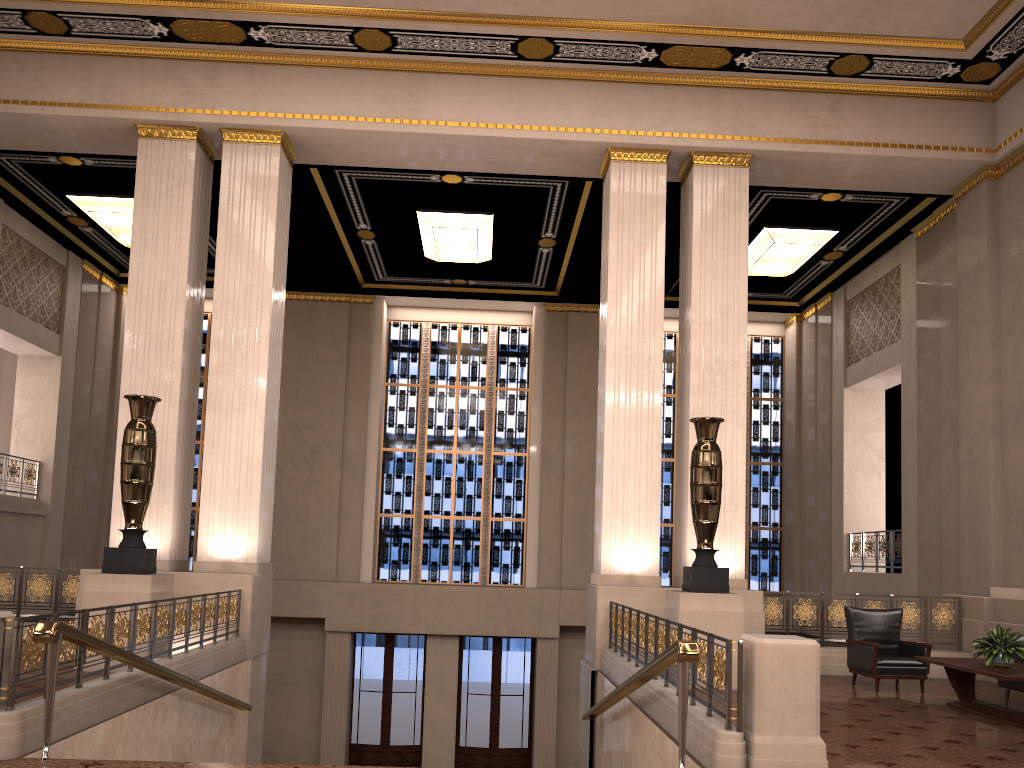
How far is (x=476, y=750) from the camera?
16.4 meters

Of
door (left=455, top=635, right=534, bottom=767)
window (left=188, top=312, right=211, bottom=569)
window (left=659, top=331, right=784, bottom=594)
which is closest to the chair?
window (left=659, top=331, right=784, bottom=594)

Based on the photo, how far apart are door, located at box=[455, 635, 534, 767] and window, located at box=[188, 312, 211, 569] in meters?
5.5

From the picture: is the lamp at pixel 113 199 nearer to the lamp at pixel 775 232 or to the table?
the lamp at pixel 775 232

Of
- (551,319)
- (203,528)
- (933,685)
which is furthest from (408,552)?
(933,685)

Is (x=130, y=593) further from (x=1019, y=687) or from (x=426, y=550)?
(x=426, y=550)

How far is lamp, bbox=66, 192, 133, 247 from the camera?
13.61m

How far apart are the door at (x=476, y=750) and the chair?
8.43m

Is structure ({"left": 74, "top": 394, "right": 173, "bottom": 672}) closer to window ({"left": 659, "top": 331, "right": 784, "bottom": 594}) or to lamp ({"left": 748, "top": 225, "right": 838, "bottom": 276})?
lamp ({"left": 748, "top": 225, "right": 838, "bottom": 276})

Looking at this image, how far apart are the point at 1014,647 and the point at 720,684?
3.6 meters
